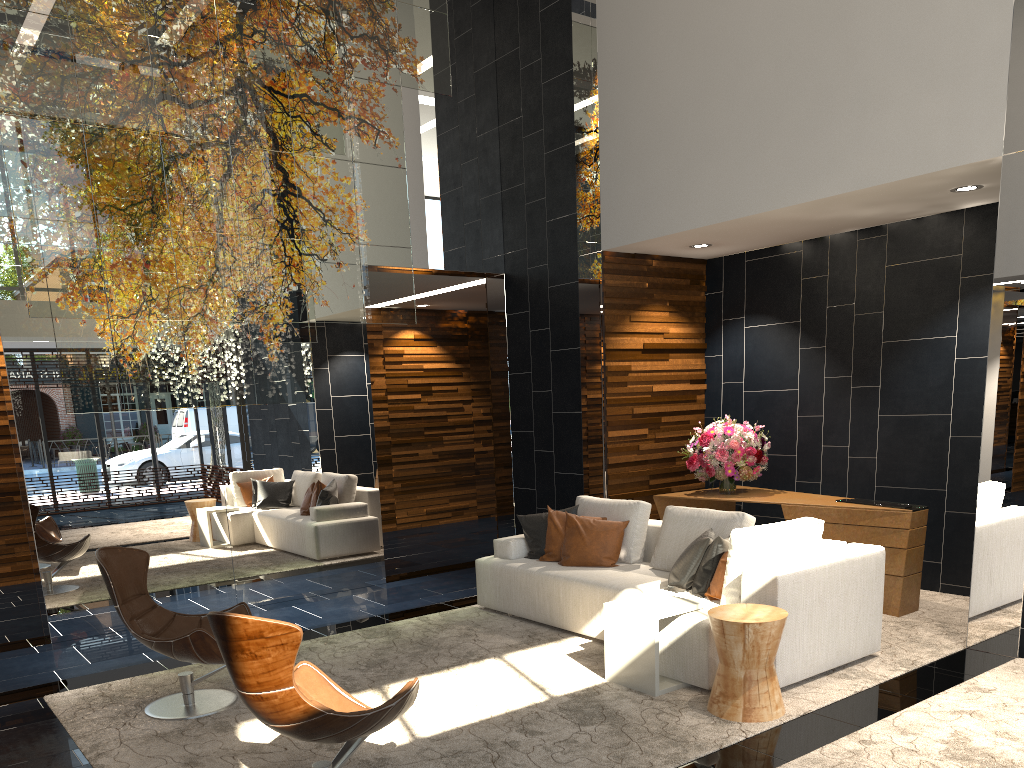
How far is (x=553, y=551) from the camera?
6.3m

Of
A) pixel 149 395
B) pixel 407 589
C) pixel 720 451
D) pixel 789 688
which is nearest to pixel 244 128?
pixel 149 395

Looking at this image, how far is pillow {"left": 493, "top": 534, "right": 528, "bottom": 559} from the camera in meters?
6.4 m

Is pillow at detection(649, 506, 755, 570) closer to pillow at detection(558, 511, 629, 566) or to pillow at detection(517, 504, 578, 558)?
pillow at detection(558, 511, 629, 566)

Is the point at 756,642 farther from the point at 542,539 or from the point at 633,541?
the point at 542,539

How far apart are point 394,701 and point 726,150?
4.9 meters

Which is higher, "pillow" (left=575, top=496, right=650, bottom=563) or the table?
"pillow" (left=575, top=496, right=650, bottom=563)

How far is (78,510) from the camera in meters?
6.3 m

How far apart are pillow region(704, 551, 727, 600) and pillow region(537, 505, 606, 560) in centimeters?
153cm

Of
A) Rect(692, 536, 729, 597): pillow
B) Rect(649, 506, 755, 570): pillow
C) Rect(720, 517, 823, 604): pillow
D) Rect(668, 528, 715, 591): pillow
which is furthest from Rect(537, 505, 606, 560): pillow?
Rect(720, 517, 823, 604): pillow
